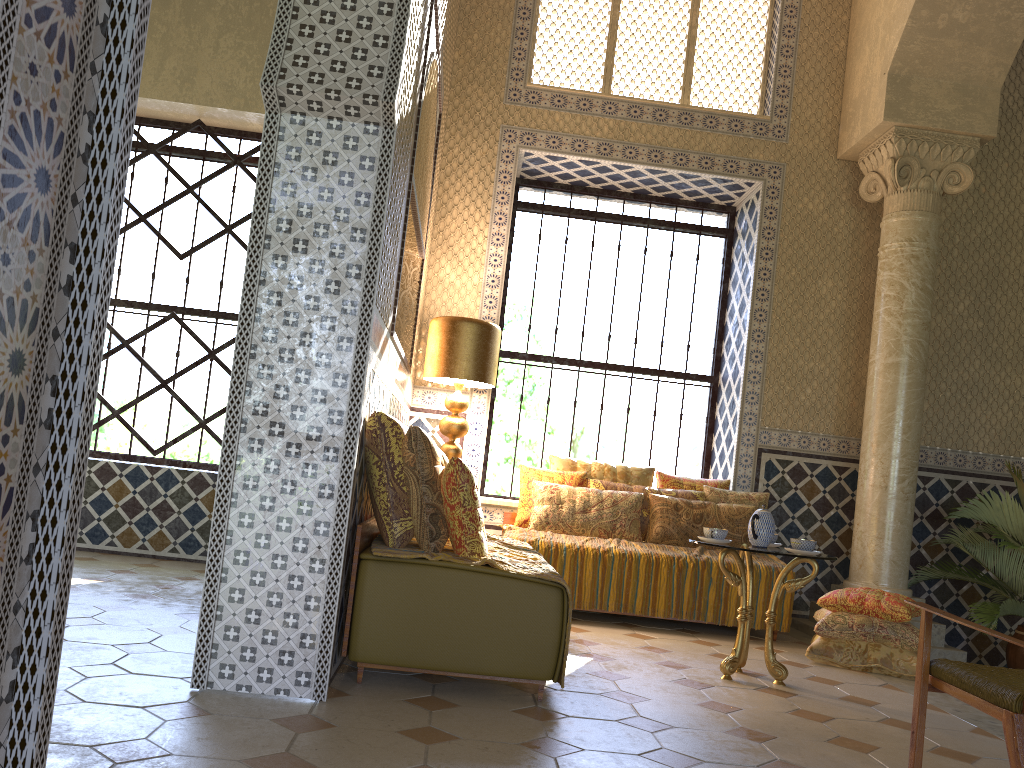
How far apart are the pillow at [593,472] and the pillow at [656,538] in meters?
0.4 m

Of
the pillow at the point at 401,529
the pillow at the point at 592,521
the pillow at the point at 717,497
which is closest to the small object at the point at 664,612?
the pillow at the point at 592,521

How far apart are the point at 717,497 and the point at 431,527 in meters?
4.9

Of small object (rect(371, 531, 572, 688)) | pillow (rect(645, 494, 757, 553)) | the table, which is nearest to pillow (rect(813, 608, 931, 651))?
pillow (rect(645, 494, 757, 553))

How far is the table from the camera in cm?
637

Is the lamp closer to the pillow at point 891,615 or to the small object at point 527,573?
the small object at point 527,573

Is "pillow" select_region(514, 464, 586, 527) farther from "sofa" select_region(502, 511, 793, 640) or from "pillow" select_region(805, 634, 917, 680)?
"pillow" select_region(805, 634, 917, 680)

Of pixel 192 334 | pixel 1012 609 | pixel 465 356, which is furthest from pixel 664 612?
pixel 192 334

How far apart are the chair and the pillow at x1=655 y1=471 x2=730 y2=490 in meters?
5.5 m

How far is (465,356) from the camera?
8.68m
